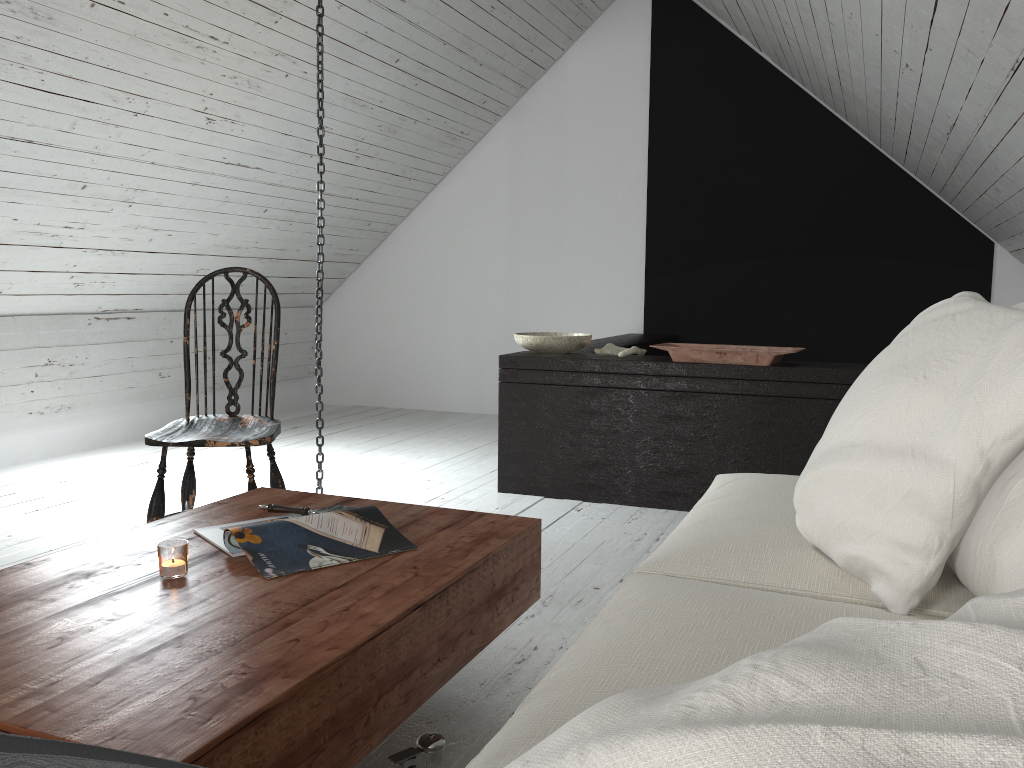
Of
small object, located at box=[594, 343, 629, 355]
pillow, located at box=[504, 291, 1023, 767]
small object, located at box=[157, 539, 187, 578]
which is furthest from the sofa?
small object, located at box=[594, 343, 629, 355]

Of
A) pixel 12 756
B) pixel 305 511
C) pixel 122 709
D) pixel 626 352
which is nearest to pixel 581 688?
pixel 122 709

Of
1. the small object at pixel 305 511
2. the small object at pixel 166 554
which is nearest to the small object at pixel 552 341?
the small object at pixel 305 511

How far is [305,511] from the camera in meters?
1.9 m

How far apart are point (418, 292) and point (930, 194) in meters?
3.3

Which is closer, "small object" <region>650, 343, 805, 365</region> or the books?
the books

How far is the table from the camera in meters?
1.0

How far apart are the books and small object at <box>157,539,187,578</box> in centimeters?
10cm

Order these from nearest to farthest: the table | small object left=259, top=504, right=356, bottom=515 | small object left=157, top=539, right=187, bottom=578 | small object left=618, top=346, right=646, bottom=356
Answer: the table < small object left=157, top=539, right=187, bottom=578 < small object left=259, top=504, right=356, bottom=515 < small object left=618, top=346, right=646, bottom=356

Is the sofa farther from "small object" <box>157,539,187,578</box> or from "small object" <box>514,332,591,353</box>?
"small object" <box>514,332,591,353</box>
